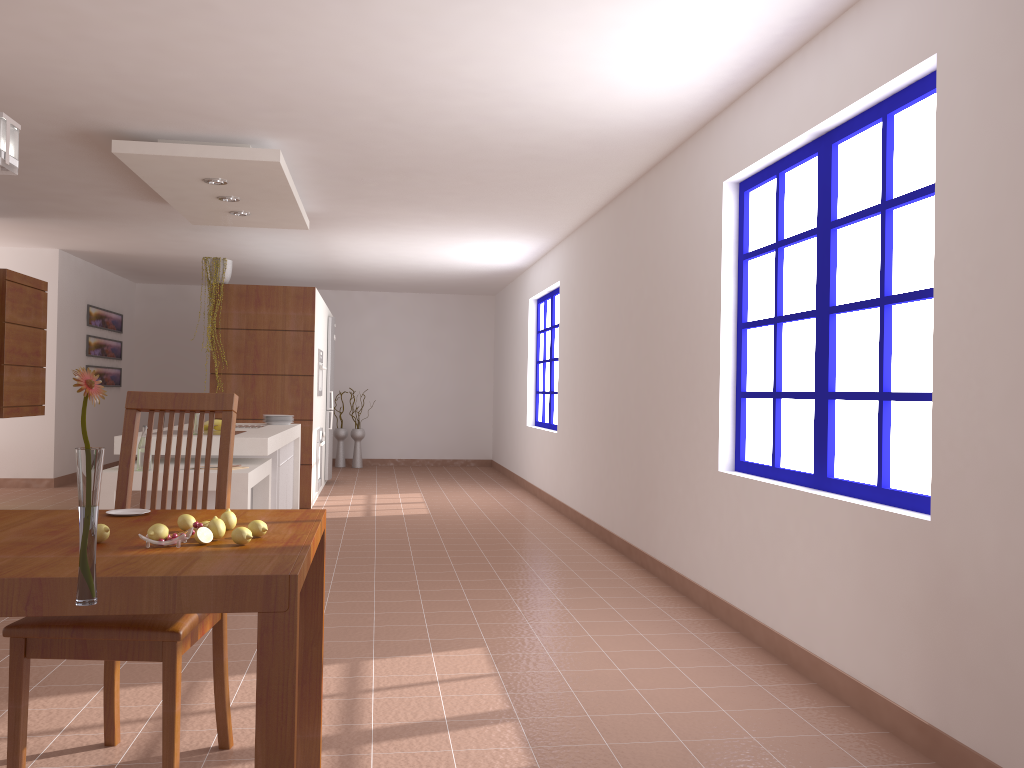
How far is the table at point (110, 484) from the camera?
4.4m

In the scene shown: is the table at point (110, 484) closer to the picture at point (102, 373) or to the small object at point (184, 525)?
the small object at point (184, 525)

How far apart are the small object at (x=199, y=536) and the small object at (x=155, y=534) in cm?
7

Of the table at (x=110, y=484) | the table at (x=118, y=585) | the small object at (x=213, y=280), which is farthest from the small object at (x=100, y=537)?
the small object at (x=213, y=280)

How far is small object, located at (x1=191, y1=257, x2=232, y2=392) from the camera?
7.79m

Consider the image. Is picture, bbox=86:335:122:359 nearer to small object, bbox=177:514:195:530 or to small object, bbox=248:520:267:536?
small object, bbox=177:514:195:530

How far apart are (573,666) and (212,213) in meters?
4.6 m

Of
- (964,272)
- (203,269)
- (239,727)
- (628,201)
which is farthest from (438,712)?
(203,269)

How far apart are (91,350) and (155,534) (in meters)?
9.52

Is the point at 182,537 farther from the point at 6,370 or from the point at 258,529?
the point at 6,370
